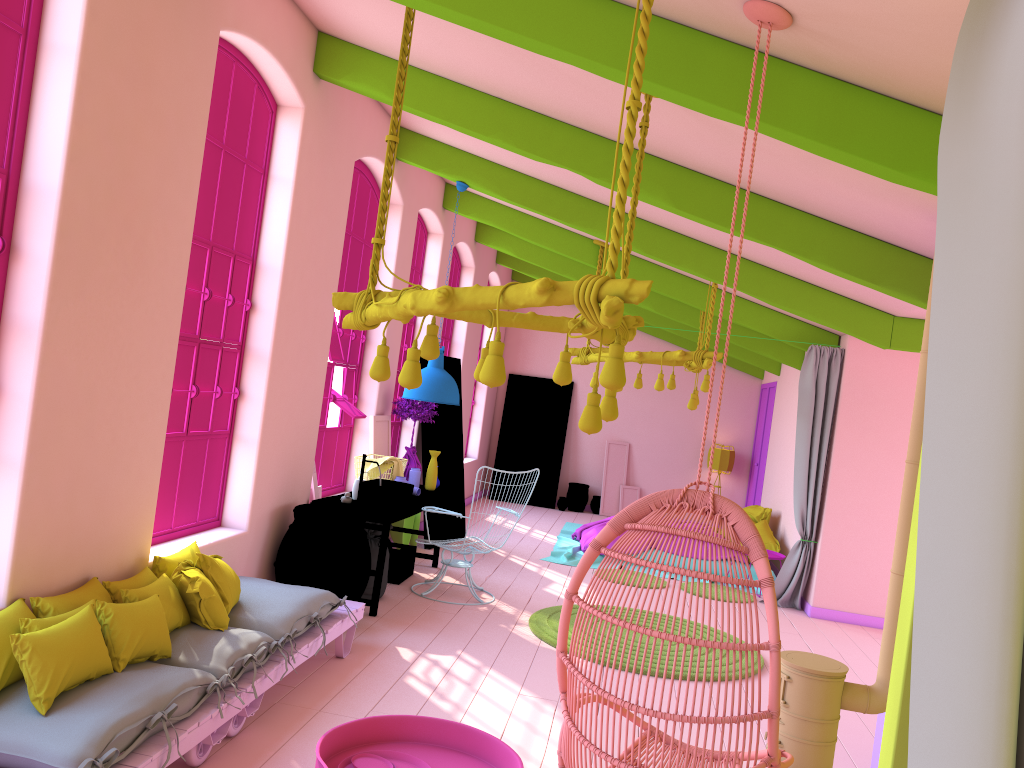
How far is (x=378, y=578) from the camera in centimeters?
691cm

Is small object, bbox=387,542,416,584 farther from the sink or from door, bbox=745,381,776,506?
door, bbox=745,381,776,506

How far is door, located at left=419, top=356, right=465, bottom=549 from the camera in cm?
1021

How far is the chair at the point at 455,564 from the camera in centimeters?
789cm

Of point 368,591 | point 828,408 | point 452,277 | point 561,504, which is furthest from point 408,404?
point 561,504

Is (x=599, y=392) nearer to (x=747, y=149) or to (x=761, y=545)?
(x=747, y=149)

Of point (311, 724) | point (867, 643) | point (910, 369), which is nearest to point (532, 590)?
point (867, 643)

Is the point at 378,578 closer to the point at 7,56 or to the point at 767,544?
the point at 7,56

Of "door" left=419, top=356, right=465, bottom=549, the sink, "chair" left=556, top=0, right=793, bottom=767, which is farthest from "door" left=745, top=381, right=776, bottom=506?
"chair" left=556, top=0, right=793, bottom=767

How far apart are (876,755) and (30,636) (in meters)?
4.14
